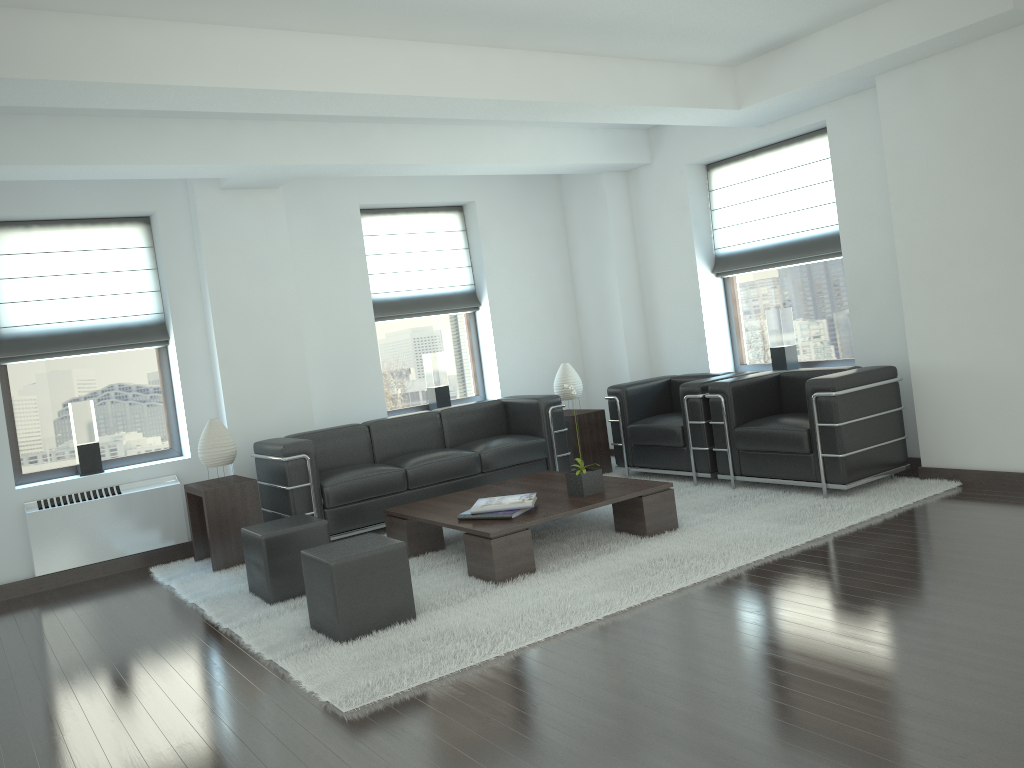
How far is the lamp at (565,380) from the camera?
11.20m

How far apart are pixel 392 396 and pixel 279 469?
3.0m

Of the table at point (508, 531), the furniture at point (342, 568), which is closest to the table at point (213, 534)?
the table at point (508, 531)

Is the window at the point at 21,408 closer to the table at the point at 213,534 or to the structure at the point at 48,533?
the structure at the point at 48,533

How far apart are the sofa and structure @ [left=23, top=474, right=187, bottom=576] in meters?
1.0 m

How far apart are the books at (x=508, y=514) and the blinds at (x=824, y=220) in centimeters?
499cm

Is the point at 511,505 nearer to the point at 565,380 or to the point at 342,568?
the point at 342,568

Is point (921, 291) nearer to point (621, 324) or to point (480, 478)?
point (621, 324)

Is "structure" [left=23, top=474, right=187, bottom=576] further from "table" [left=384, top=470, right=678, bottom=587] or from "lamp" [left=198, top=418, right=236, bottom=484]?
"table" [left=384, top=470, right=678, bottom=587]

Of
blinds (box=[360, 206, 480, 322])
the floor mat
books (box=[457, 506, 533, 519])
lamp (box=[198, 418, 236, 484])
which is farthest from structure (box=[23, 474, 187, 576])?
books (box=[457, 506, 533, 519])
